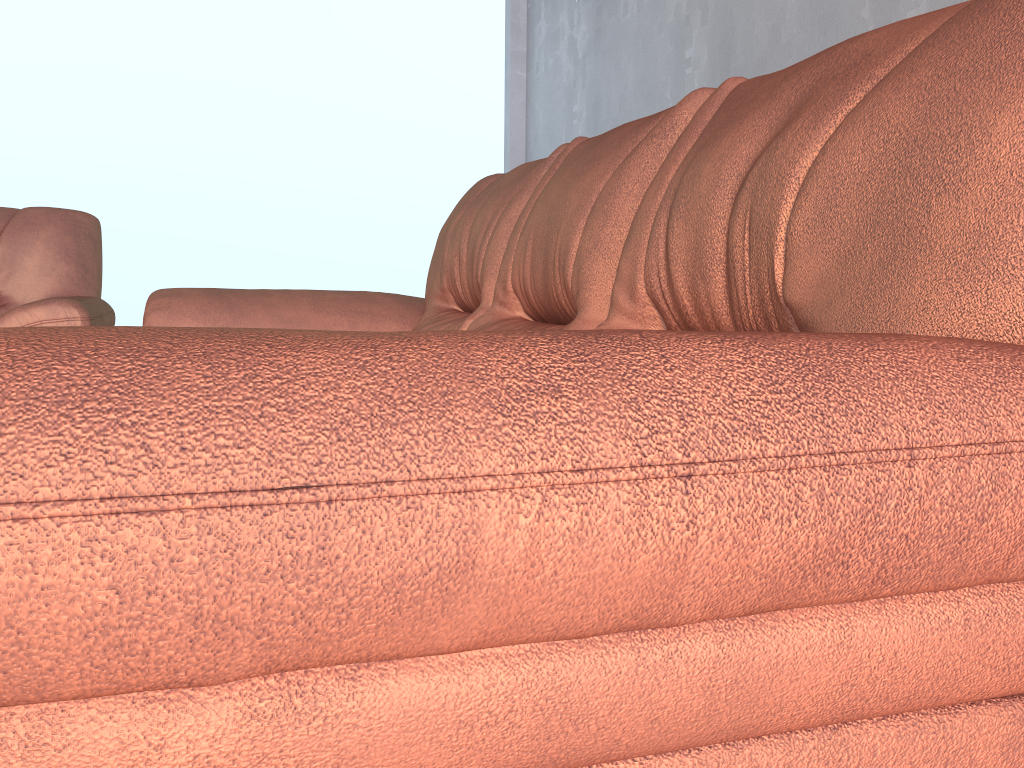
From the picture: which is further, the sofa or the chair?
the chair

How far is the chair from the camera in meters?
2.3 m

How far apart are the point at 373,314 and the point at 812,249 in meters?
1.6 m

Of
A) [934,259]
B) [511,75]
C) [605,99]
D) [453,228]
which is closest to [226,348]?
[934,259]

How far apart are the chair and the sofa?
0.3m

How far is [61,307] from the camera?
2.3m

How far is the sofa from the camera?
0.3m

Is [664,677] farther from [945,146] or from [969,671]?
[945,146]
